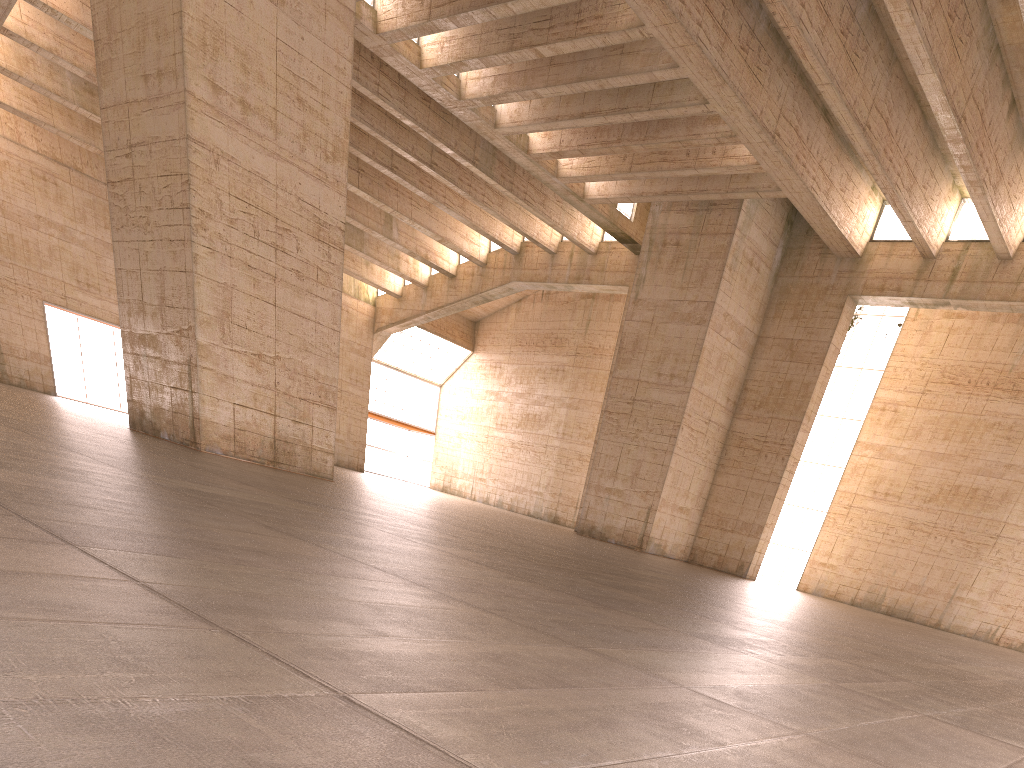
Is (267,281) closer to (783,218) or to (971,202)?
(783,218)
